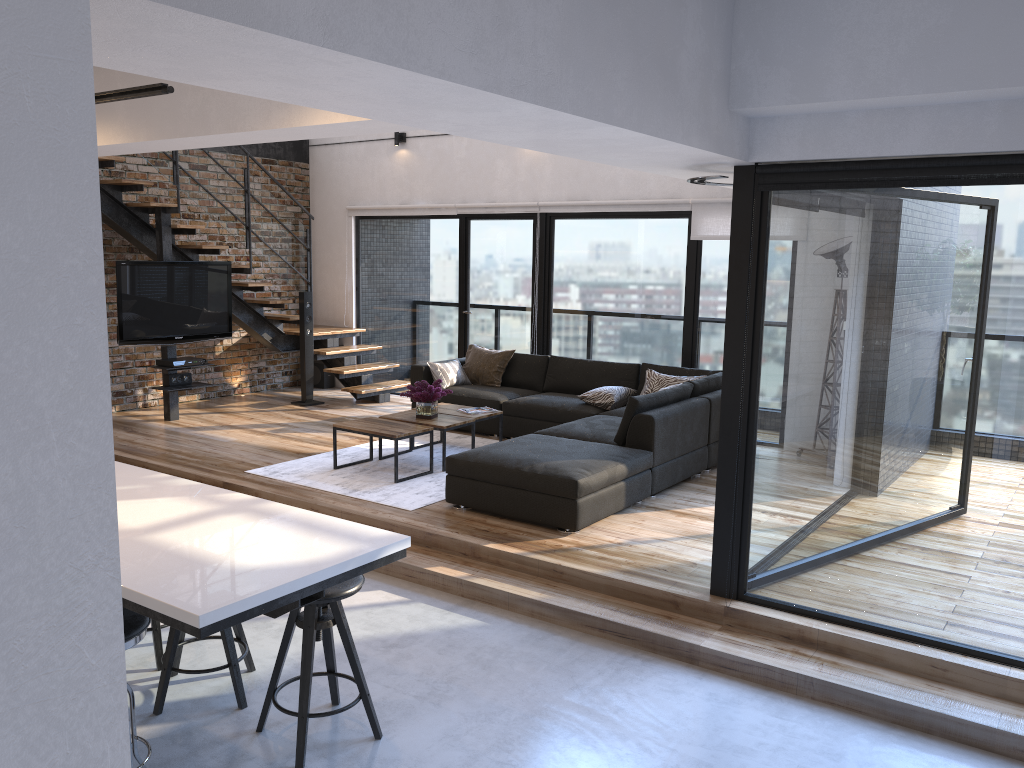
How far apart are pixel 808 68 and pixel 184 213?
7.5m

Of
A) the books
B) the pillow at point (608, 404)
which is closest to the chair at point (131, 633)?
the books

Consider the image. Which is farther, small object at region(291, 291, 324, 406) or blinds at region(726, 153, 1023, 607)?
small object at region(291, 291, 324, 406)

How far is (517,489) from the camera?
5.41m

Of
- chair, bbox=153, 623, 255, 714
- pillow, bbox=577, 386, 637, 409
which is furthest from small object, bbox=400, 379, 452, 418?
chair, bbox=153, 623, 255, 714

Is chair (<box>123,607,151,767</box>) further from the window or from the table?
the table

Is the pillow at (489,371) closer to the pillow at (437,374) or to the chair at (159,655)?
the pillow at (437,374)

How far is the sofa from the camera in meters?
5.3 m

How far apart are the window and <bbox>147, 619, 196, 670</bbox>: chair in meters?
2.6 m

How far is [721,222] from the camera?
7.8m
